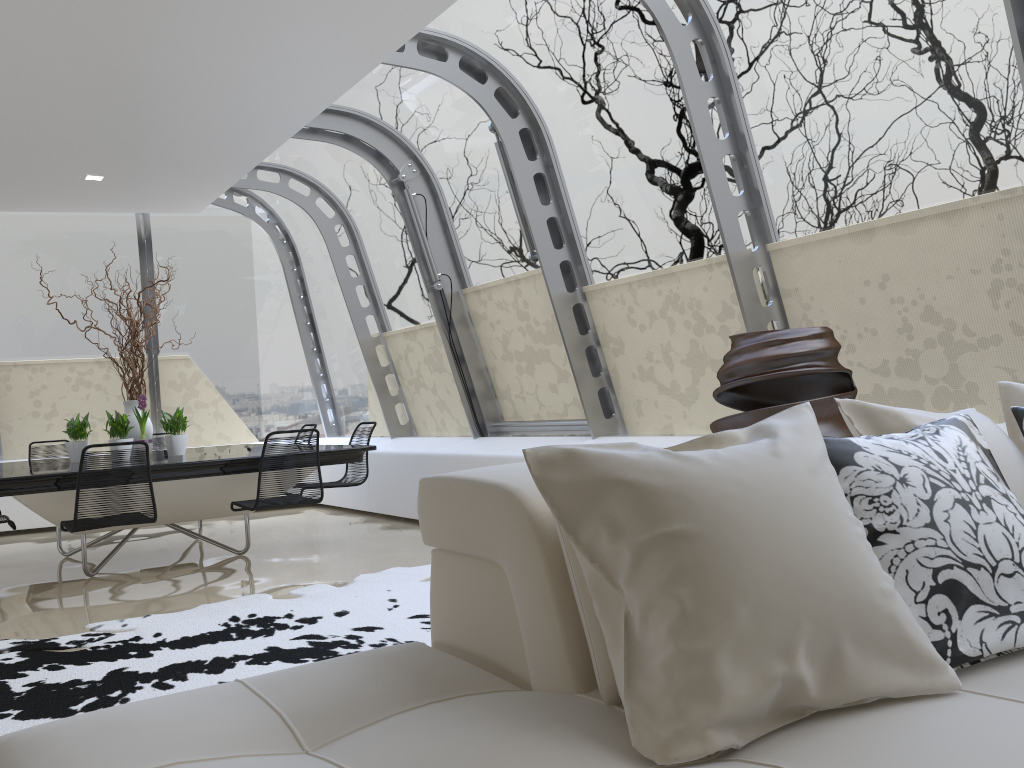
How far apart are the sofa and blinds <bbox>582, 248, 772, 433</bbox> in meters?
3.2

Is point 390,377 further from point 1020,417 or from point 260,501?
point 1020,417

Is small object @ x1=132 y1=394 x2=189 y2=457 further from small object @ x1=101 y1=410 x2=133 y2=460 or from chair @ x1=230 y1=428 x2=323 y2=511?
chair @ x1=230 y1=428 x2=323 y2=511

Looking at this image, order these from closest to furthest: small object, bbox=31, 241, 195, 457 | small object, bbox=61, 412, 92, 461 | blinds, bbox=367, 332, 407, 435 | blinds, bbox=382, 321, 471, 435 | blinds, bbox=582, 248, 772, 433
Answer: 1. blinds, bbox=582, 248, 772, 433
2. small object, bbox=61, 412, 92, 461
3. small object, bbox=31, 241, 195, 457
4. blinds, bbox=382, 321, 471, 435
5. blinds, bbox=367, 332, 407, 435

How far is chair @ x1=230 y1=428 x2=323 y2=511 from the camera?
5.38m

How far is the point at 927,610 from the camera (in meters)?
1.55

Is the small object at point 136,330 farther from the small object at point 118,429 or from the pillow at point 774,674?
the pillow at point 774,674

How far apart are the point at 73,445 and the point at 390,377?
3.0 meters

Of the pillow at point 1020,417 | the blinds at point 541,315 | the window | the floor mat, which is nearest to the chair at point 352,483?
the window

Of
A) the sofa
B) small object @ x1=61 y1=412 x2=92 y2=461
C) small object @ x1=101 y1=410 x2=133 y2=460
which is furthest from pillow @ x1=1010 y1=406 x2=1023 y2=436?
small object @ x1=61 y1=412 x2=92 y2=461
